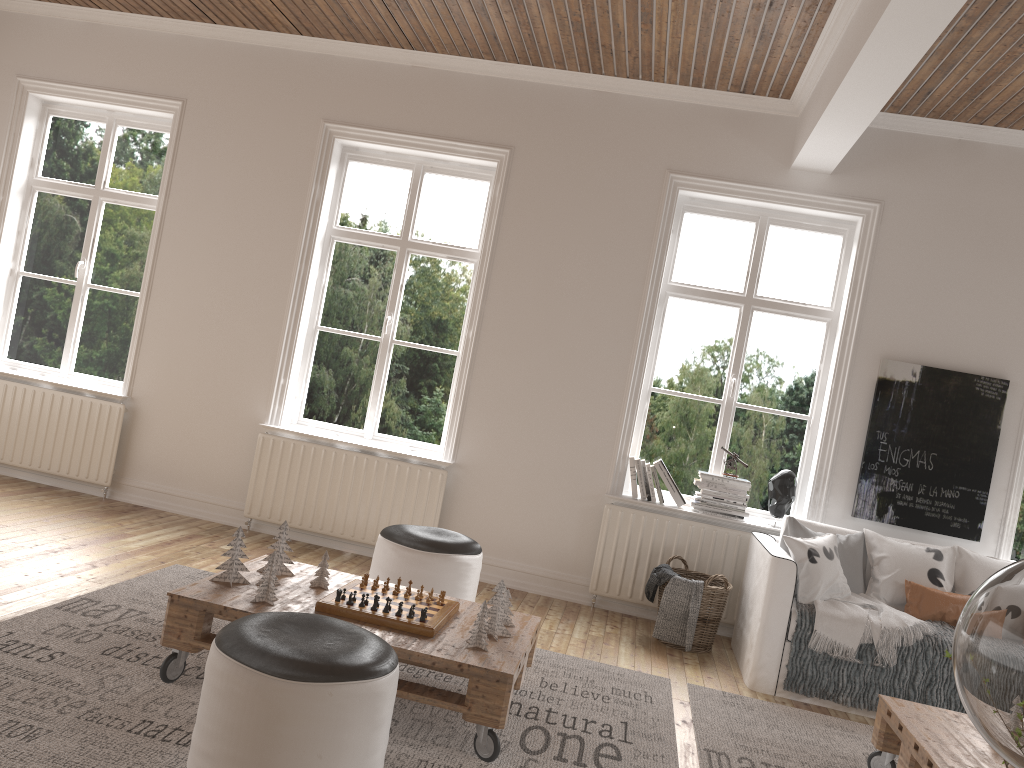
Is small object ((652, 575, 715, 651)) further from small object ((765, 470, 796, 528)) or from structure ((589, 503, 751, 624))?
small object ((765, 470, 796, 528))

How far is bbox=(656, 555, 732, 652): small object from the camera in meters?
4.6 m

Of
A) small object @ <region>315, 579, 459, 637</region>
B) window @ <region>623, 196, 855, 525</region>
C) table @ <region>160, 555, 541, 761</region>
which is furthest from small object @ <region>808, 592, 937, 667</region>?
small object @ <region>315, 579, 459, 637</region>

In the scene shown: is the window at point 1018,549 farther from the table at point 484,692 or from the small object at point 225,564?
the small object at point 225,564

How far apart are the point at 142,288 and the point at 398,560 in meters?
2.9

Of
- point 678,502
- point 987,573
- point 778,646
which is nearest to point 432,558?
point 778,646

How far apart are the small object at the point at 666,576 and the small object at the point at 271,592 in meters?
2.3 m

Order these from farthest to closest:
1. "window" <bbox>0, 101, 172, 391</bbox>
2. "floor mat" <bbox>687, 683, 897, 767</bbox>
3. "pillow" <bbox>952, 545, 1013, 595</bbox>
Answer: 1. "window" <bbox>0, 101, 172, 391</bbox>
2. "pillow" <bbox>952, 545, 1013, 595</bbox>
3. "floor mat" <bbox>687, 683, 897, 767</bbox>

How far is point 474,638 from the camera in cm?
298

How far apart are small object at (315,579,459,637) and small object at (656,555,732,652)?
1.70m
